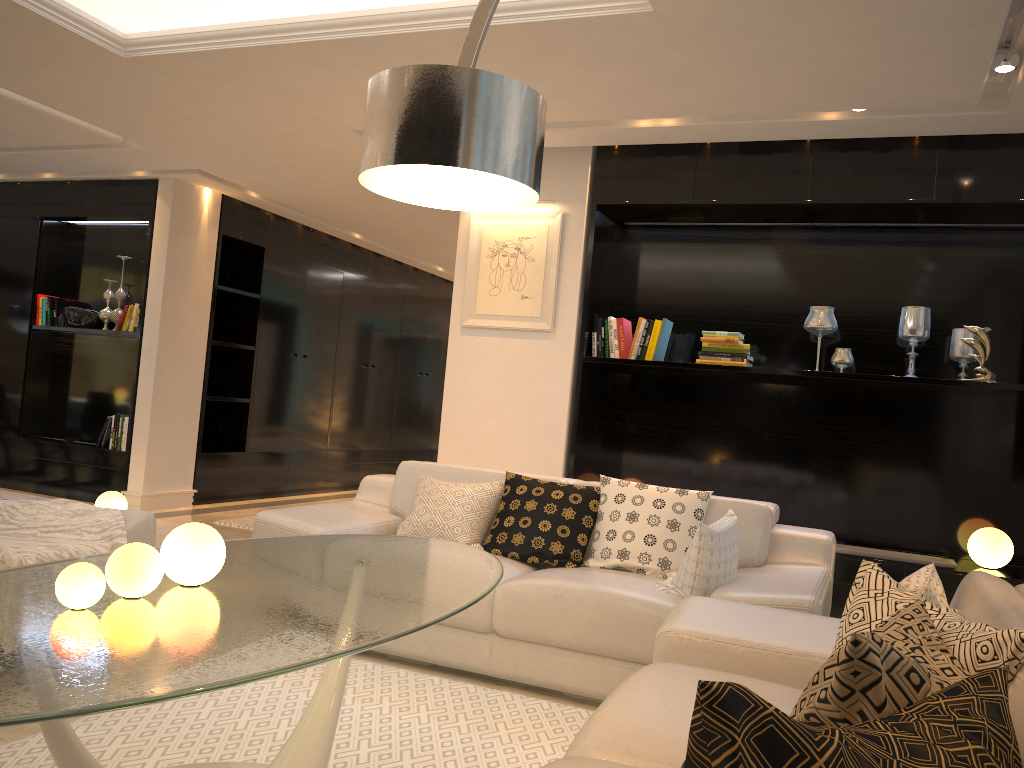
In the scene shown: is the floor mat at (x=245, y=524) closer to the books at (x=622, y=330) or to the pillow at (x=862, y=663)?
the books at (x=622, y=330)

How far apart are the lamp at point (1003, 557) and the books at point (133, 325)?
6.1m

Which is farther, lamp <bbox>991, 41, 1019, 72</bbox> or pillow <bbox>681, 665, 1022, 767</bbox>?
lamp <bbox>991, 41, 1019, 72</bbox>

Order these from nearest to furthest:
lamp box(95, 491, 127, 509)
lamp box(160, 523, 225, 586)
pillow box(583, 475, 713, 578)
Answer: lamp box(160, 523, 225, 586), pillow box(583, 475, 713, 578), lamp box(95, 491, 127, 509)

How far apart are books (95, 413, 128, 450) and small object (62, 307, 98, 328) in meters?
0.9 m

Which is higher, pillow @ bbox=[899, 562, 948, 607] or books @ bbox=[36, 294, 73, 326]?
books @ bbox=[36, 294, 73, 326]

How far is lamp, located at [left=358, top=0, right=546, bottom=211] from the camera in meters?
1.7

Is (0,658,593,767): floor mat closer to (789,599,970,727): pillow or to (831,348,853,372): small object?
(789,599,970,727): pillow

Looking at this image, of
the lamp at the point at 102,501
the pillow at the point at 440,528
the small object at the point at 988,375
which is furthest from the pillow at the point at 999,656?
the lamp at the point at 102,501

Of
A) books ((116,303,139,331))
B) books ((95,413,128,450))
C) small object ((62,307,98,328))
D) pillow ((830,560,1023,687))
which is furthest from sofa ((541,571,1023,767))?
small object ((62,307,98,328))
